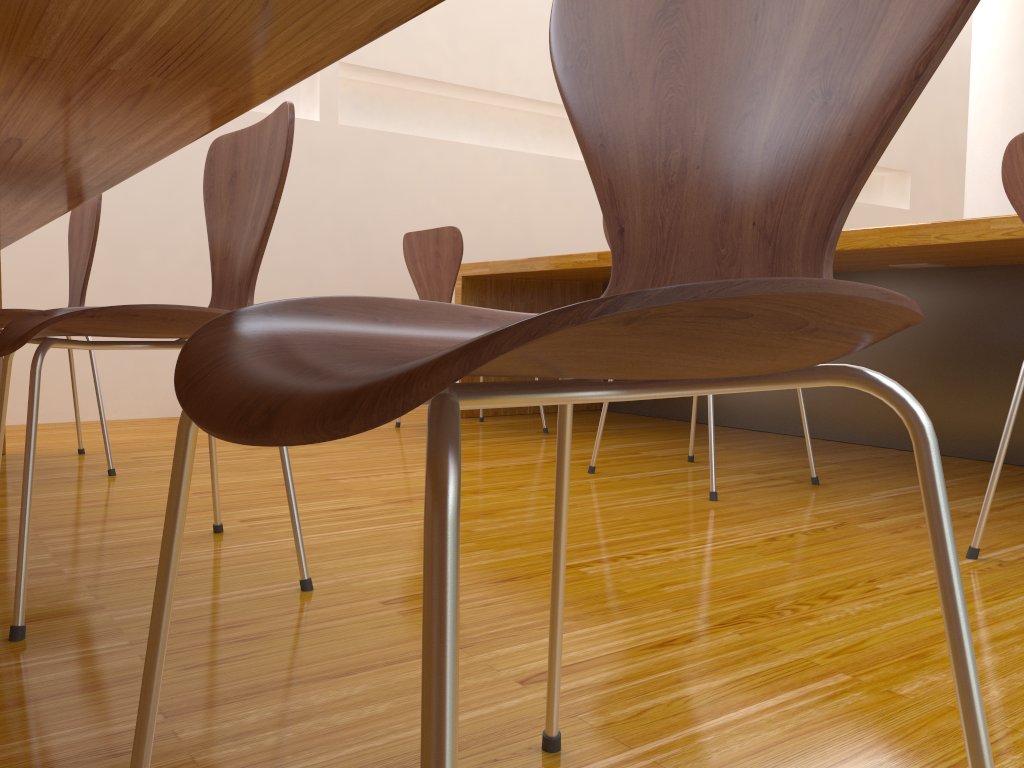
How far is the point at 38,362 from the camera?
1.1m

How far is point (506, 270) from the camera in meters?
3.2 m

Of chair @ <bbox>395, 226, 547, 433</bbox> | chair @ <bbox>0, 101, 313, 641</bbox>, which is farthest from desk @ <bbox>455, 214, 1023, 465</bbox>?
chair @ <bbox>0, 101, 313, 641</bbox>

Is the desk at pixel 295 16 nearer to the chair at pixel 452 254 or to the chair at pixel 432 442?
the chair at pixel 432 442

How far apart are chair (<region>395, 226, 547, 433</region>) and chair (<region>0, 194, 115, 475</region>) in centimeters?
105cm

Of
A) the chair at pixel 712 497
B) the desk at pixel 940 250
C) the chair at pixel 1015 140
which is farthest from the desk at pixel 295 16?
the desk at pixel 940 250

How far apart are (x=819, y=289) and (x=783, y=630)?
0.9m

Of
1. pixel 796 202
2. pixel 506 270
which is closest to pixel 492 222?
pixel 506 270

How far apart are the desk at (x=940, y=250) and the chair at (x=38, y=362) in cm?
137

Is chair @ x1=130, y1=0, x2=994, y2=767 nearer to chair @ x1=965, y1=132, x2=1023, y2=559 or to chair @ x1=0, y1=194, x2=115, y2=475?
chair @ x1=965, y1=132, x2=1023, y2=559
